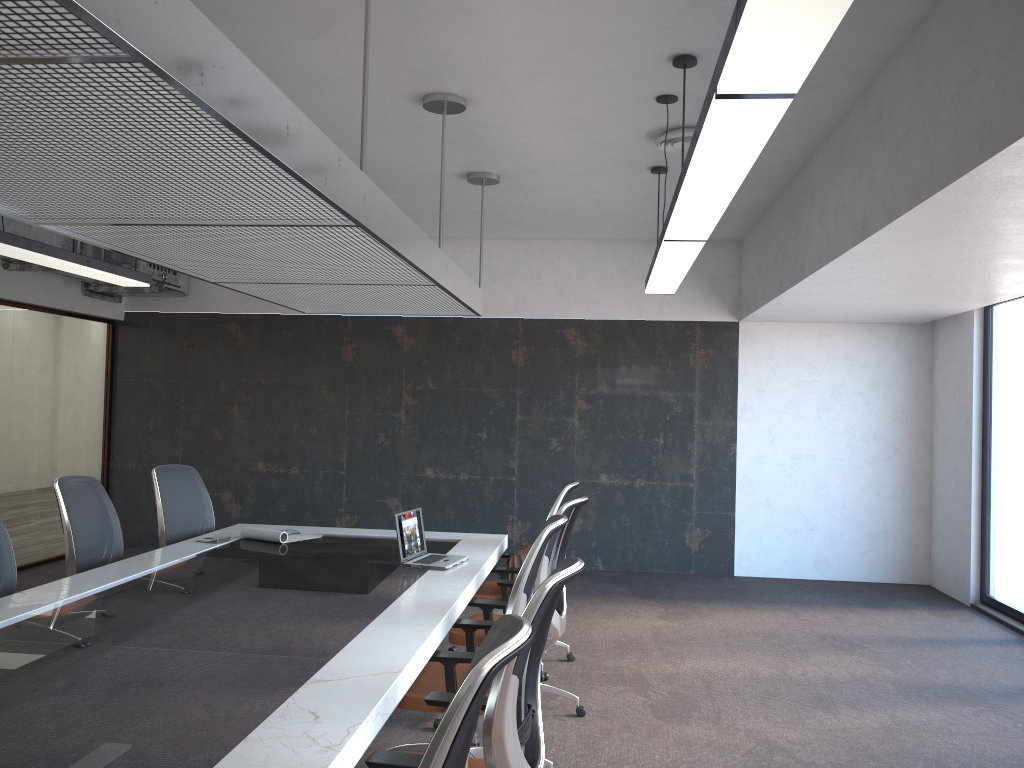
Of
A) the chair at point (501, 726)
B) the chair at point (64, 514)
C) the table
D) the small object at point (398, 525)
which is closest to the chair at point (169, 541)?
the table

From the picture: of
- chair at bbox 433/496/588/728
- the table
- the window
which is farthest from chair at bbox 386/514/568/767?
the window

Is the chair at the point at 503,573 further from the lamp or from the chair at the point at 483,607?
the lamp

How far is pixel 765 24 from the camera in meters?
1.9

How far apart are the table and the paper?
0.1 meters

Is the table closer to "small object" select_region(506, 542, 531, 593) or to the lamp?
"small object" select_region(506, 542, 531, 593)

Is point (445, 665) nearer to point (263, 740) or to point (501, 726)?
point (501, 726)

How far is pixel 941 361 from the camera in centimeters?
845cm

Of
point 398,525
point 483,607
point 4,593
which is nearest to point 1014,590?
point 483,607

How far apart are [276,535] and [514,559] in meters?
1.5 m
